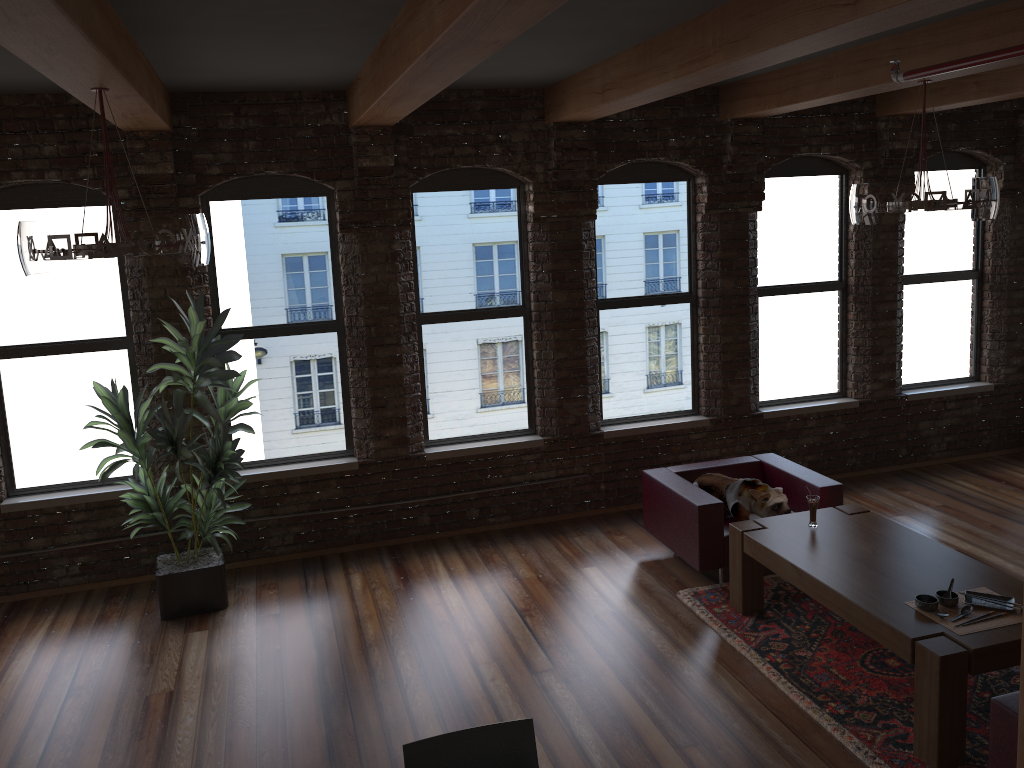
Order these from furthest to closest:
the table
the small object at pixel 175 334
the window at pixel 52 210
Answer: the window at pixel 52 210 → the small object at pixel 175 334 → the table

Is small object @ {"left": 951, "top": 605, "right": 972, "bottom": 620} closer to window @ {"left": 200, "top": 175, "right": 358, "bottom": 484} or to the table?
the table

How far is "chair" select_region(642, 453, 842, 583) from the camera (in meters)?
5.69

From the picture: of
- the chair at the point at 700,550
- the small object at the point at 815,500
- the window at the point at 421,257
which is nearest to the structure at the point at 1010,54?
the small object at the point at 815,500

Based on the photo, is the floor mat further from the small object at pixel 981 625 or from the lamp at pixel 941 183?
the lamp at pixel 941 183

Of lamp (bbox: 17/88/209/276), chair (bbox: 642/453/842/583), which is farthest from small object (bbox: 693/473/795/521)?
lamp (bbox: 17/88/209/276)

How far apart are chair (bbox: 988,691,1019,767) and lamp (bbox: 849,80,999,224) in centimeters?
260cm

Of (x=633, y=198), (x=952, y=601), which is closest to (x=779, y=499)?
(x=952, y=601)

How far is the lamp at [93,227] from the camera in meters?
3.7

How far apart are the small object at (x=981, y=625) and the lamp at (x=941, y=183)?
2.07m
